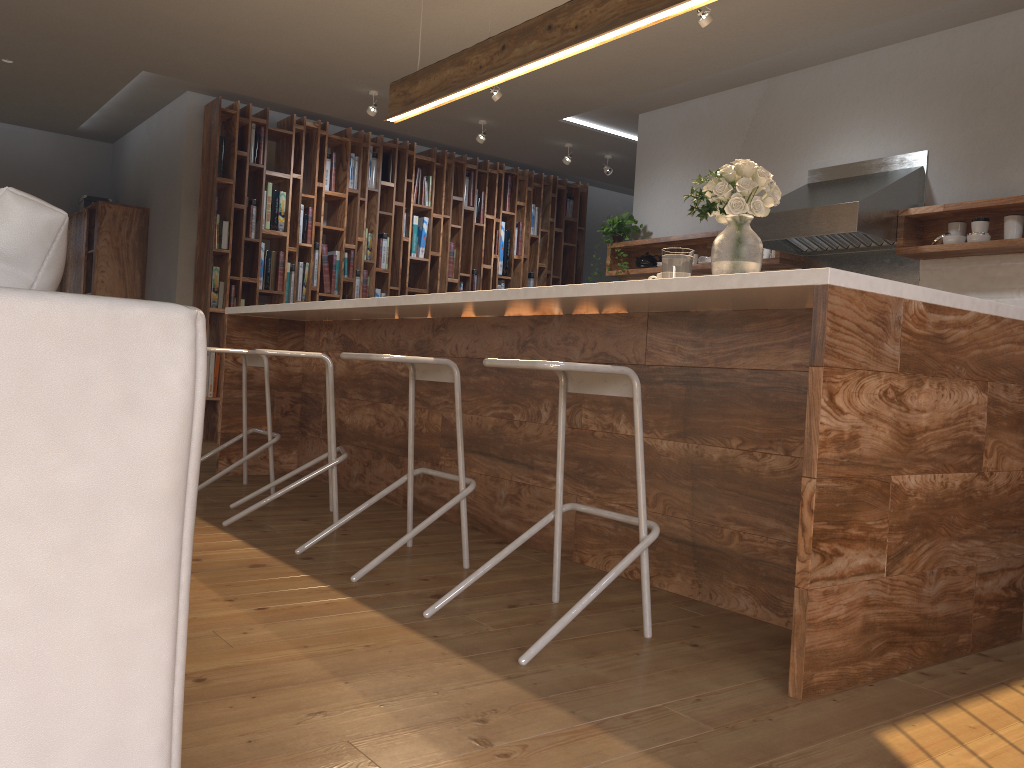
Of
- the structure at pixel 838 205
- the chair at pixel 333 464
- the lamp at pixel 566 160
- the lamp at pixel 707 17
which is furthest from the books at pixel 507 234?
the chair at pixel 333 464

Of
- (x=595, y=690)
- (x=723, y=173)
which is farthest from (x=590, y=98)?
(x=595, y=690)

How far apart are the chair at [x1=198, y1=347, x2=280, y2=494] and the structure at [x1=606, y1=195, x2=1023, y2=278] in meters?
3.1

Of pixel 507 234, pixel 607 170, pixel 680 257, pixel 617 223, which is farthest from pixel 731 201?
pixel 507 234

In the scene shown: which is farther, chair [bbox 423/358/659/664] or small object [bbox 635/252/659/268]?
small object [bbox 635/252/659/268]

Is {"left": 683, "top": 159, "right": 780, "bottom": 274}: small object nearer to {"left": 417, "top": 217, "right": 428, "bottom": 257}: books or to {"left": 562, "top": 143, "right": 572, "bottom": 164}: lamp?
{"left": 562, "top": 143, "right": 572, "bottom": 164}: lamp

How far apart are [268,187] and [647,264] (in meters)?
3.13

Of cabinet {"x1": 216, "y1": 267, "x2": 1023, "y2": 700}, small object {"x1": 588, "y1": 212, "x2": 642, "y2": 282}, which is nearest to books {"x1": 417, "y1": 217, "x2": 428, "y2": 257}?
small object {"x1": 588, "y1": 212, "x2": 642, "y2": 282}

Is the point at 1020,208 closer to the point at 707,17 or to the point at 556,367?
the point at 707,17

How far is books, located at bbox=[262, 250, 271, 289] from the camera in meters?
7.2 m
